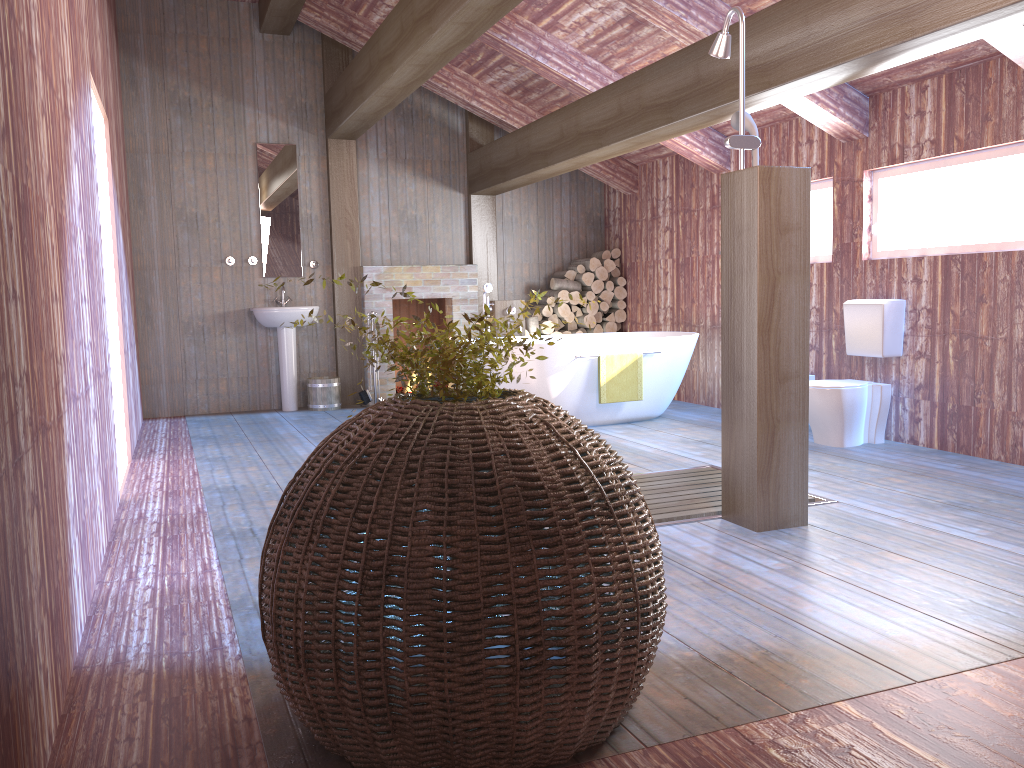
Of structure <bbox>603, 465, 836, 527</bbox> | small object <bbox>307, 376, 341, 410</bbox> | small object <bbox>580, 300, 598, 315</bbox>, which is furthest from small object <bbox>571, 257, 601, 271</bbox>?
structure <bbox>603, 465, 836, 527</bbox>

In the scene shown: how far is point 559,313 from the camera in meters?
8.7 m

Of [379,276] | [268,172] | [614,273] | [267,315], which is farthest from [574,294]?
[268,172]

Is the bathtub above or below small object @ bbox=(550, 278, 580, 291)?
below

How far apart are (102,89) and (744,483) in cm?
425

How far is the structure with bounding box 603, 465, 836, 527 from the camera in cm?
394

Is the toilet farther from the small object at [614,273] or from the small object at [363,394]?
the small object at [363,394]

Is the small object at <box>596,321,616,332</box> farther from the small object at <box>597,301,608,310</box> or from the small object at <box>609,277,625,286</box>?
the small object at <box>609,277,625,286</box>

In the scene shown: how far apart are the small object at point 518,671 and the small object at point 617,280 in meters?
6.5

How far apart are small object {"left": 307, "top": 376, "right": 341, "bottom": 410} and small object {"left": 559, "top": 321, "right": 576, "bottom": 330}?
2.4 meters
